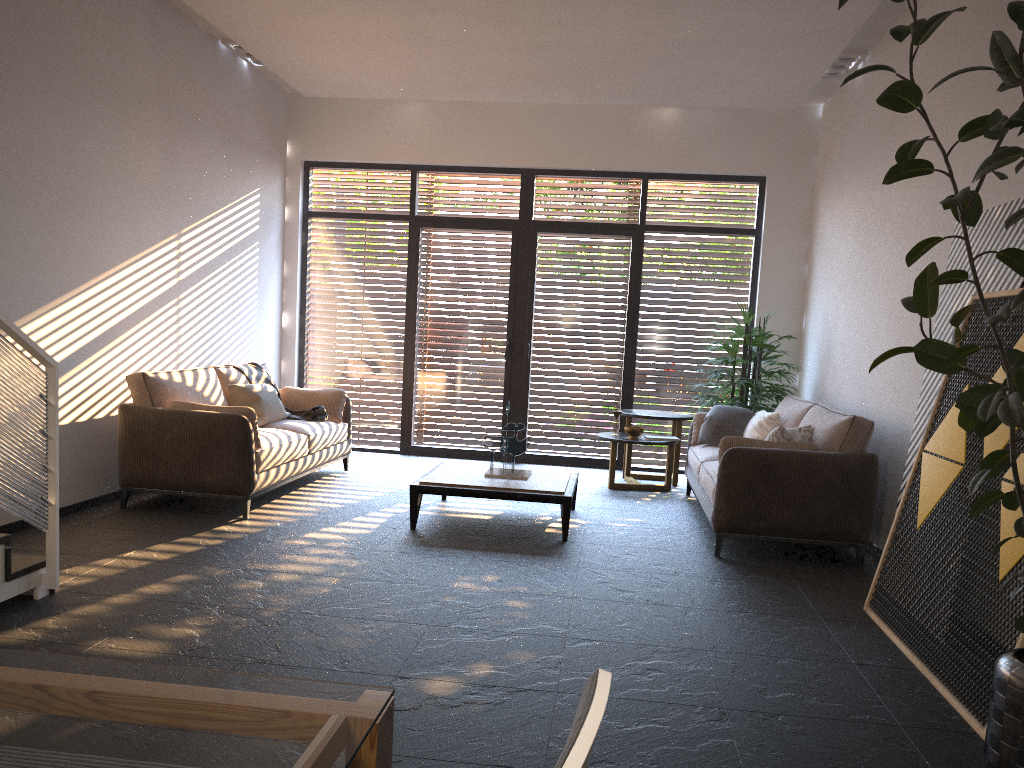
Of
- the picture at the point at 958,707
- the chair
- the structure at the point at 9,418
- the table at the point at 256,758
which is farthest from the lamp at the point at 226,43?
the chair

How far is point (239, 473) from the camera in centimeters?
→ 567cm

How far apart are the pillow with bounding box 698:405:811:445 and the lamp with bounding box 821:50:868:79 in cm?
281

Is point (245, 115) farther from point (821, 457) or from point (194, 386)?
point (821, 457)

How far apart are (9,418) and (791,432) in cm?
430

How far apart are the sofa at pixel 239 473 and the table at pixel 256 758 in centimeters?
429cm

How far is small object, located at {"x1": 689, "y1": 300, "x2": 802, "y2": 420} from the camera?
7.6 meters

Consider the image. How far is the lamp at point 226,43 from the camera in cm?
734

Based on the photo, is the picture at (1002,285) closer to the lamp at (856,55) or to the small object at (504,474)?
the small object at (504,474)

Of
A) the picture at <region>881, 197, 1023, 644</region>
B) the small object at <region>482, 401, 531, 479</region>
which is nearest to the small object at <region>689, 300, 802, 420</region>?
the small object at <region>482, 401, 531, 479</region>
